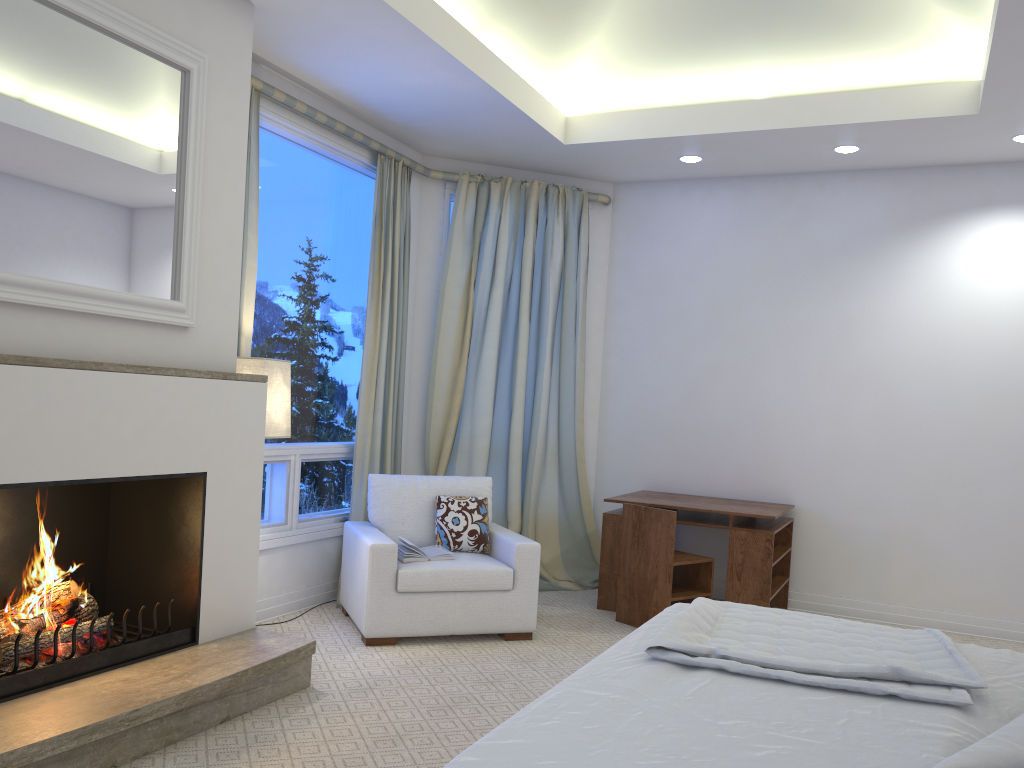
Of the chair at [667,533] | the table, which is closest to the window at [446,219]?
the table

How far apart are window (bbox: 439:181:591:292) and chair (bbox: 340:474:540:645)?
1.65m

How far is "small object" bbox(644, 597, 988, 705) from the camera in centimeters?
181cm

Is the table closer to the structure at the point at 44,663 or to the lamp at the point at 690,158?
the lamp at the point at 690,158

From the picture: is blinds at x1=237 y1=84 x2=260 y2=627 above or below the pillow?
above

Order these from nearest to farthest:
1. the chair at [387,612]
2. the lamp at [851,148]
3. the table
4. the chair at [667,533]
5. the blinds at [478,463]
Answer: the chair at [387,612] → the chair at [667,533] → the table → the lamp at [851,148] → the blinds at [478,463]

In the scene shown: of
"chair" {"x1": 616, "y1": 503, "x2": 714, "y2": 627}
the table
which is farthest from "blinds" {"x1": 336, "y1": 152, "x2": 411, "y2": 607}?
"chair" {"x1": 616, "y1": 503, "x2": 714, "y2": 627}

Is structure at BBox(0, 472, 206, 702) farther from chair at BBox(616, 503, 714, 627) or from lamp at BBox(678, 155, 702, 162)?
lamp at BBox(678, 155, 702, 162)

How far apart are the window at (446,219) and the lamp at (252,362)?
1.90m

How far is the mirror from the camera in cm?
251
